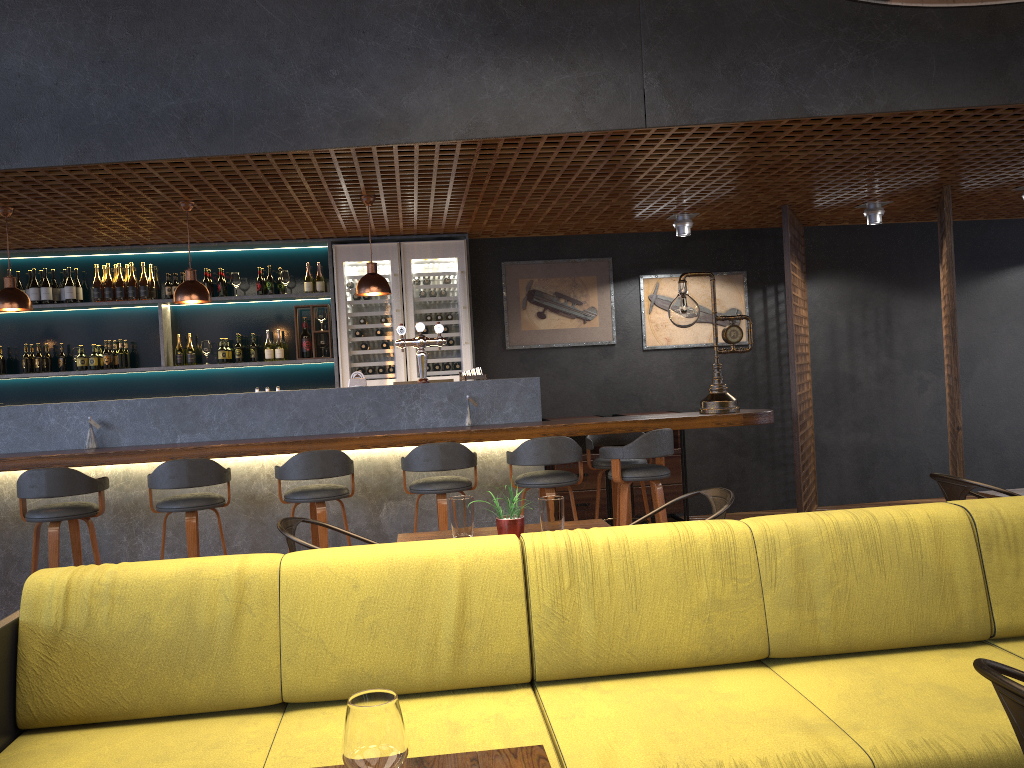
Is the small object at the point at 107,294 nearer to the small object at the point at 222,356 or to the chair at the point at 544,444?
the small object at the point at 222,356

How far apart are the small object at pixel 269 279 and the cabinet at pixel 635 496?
3.62m

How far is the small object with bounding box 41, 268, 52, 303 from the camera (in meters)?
7.53

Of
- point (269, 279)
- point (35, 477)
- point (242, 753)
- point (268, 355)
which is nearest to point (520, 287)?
point (269, 279)

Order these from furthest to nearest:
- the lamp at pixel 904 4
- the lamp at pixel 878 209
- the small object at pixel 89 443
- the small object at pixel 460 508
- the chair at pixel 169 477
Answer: the lamp at pixel 878 209 → the small object at pixel 89 443 → the chair at pixel 169 477 → the lamp at pixel 904 4 → the small object at pixel 460 508

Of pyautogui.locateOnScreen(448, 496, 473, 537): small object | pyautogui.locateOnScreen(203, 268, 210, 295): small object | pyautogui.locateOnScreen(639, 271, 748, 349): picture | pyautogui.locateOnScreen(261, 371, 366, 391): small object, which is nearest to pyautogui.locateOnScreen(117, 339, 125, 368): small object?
pyautogui.locateOnScreen(203, 268, 210, 295): small object

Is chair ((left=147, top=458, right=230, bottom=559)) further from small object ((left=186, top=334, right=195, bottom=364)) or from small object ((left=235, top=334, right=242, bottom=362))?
small object ((left=186, top=334, right=195, bottom=364))

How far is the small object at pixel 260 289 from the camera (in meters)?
7.76

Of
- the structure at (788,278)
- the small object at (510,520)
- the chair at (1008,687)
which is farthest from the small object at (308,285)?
the chair at (1008,687)

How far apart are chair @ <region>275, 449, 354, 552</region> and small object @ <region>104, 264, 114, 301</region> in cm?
335
